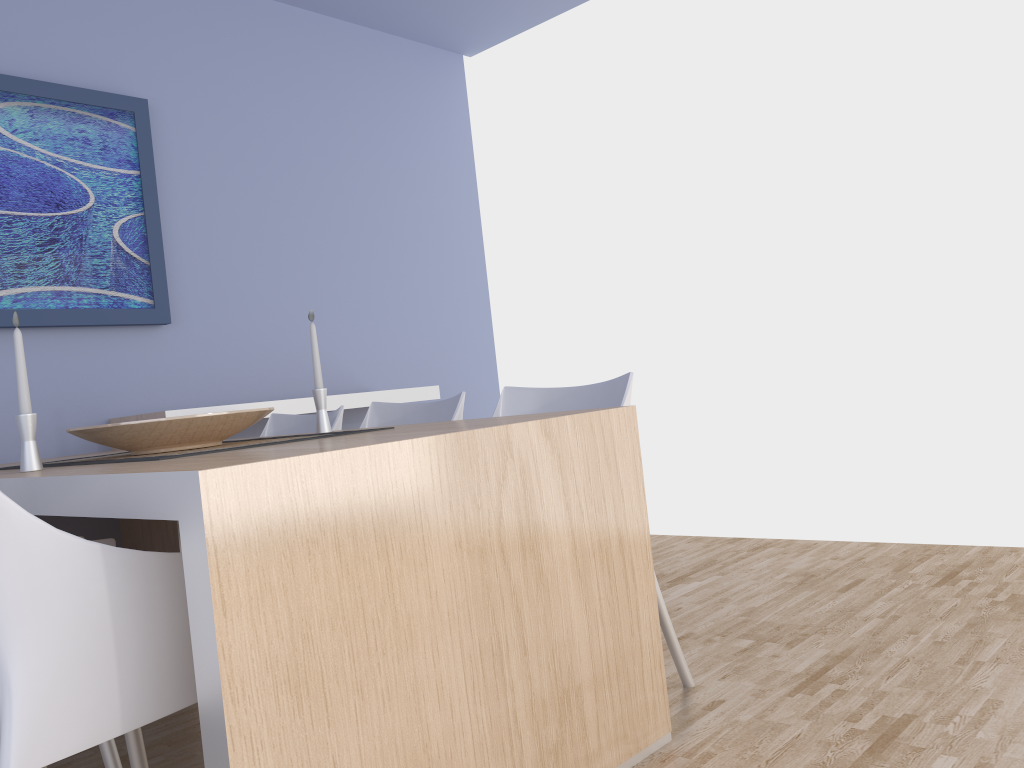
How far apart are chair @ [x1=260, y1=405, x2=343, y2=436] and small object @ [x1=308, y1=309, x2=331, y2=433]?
0.5m

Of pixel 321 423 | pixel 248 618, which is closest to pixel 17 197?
pixel 321 423

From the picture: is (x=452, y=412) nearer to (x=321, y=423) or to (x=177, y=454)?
(x=321, y=423)

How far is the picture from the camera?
3.2 meters

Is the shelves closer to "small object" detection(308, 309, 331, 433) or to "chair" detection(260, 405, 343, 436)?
"chair" detection(260, 405, 343, 436)

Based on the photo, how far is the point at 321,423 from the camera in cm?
245

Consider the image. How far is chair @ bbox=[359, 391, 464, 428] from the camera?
2.65m

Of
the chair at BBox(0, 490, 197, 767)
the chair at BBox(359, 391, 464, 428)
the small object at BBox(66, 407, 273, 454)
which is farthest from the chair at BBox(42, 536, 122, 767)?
the chair at BBox(359, 391, 464, 428)

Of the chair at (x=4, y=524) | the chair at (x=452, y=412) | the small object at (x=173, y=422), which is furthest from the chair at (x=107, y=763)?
the chair at (x=452, y=412)

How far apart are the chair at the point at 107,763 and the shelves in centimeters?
140cm
